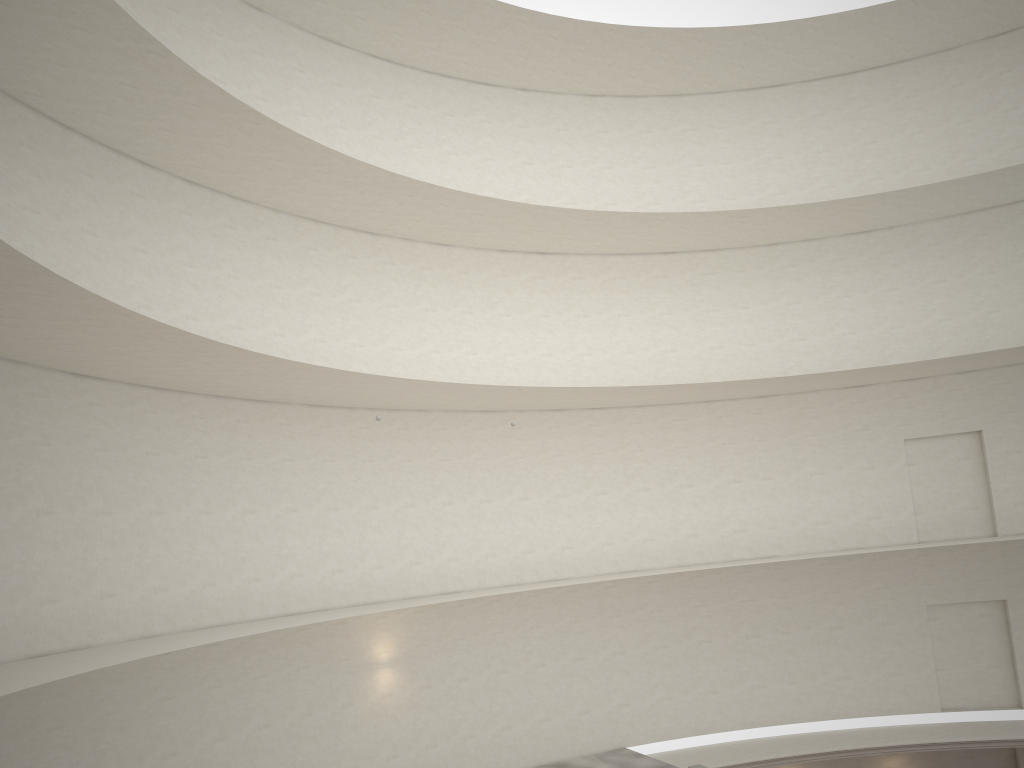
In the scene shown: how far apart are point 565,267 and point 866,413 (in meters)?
8.68
